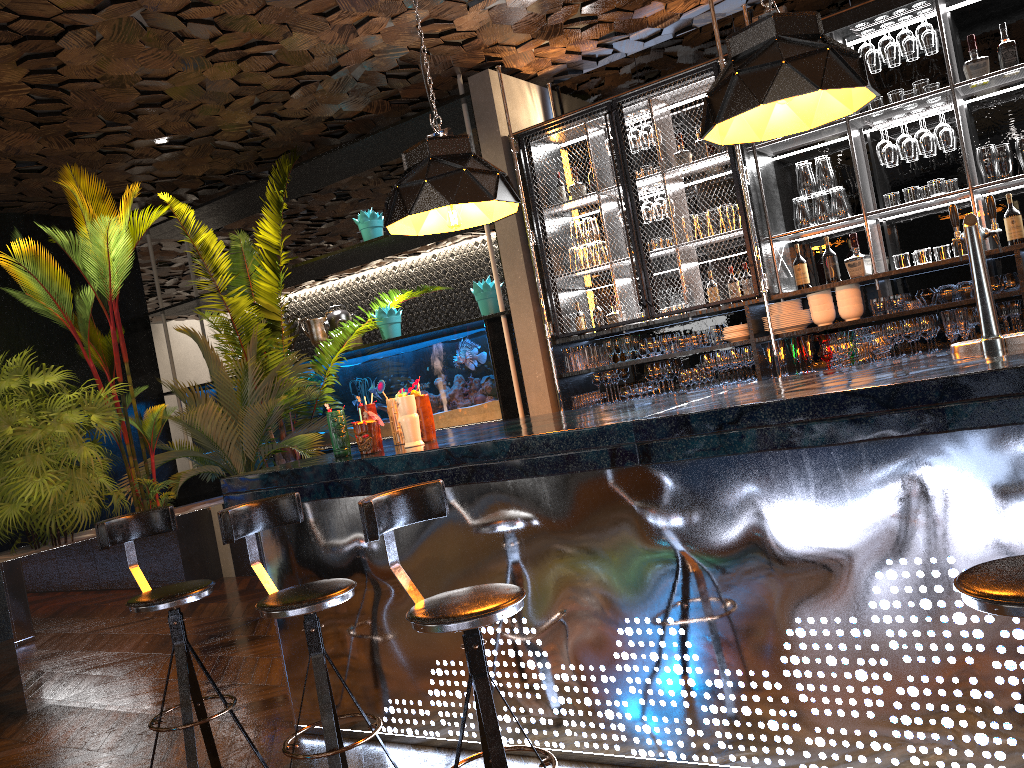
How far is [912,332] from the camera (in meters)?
5.05

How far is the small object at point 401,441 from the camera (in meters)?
3.88

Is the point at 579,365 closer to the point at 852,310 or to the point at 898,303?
the point at 852,310

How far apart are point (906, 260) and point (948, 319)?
0.4m

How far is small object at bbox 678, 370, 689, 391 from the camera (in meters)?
5.87

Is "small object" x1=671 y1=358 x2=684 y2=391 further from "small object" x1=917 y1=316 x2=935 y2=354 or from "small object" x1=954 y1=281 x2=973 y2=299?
"small object" x1=954 y1=281 x2=973 y2=299

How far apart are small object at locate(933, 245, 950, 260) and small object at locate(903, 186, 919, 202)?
0.3 meters

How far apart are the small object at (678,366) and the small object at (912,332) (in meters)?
1.48

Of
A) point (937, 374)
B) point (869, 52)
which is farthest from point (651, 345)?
point (937, 374)

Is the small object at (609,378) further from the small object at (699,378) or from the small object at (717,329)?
the small object at (717,329)
